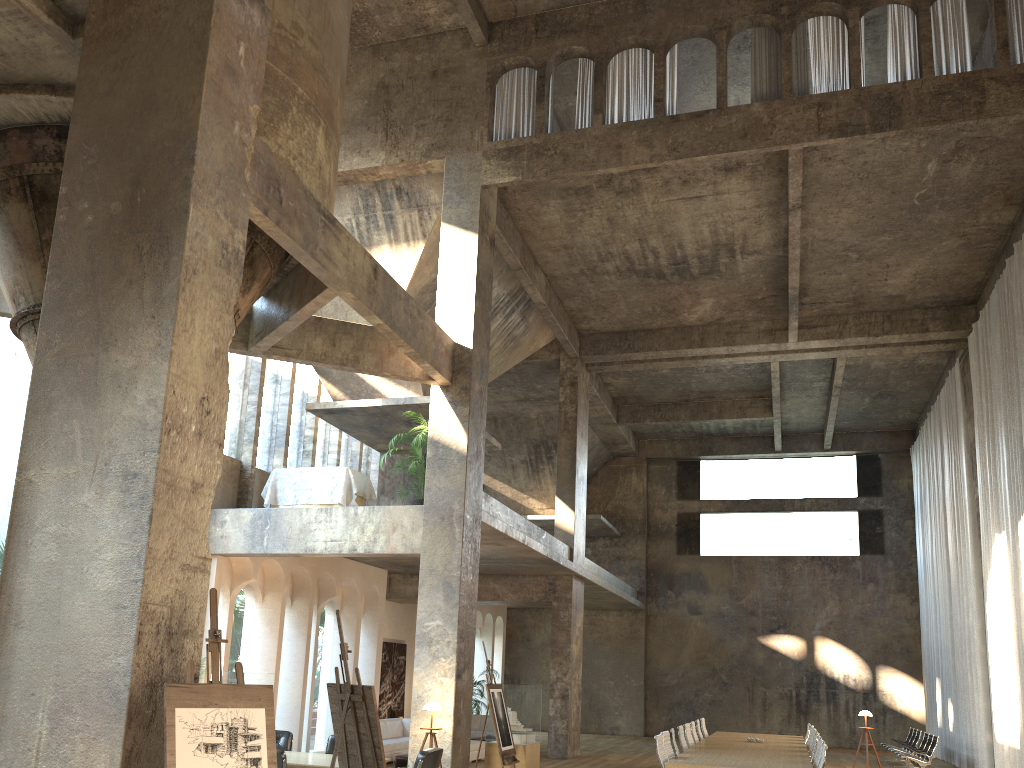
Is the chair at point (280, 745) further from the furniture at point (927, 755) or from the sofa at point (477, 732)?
the furniture at point (927, 755)

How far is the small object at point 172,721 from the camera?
4.8m

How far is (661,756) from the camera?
10.1m

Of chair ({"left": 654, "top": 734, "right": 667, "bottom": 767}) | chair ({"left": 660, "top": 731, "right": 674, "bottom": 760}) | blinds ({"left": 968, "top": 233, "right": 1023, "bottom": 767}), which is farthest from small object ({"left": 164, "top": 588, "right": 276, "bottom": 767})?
blinds ({"left": 968, "top": 233, "right": 1023, "bottom": 767})

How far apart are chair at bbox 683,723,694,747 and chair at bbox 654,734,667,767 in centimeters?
334cm

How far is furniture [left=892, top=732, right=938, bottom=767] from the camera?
16.68m

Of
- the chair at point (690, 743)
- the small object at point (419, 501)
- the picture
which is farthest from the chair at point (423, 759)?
the picture

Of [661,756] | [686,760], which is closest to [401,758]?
[661,756]

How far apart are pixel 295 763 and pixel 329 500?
5.7m

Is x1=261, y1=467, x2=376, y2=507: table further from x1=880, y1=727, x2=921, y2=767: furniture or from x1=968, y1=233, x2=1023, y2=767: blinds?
x1=880, y1=727, x2=921, y2=767: furniture
